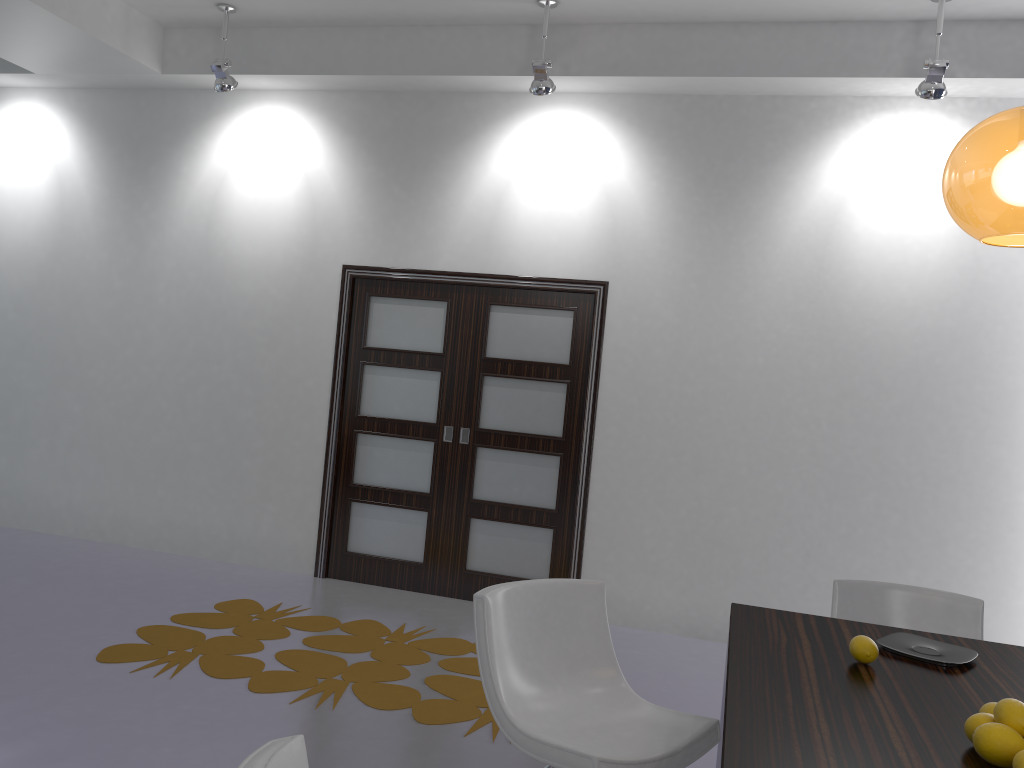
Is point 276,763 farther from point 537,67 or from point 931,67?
point 931,67

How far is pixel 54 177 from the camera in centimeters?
640cm

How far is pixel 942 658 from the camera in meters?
2.3

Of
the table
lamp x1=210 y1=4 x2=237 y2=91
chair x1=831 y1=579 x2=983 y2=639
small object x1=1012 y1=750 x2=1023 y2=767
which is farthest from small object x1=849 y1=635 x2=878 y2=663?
lamp x1=210 y1=4 x2=237 y2=91

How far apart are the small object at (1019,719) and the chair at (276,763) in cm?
131

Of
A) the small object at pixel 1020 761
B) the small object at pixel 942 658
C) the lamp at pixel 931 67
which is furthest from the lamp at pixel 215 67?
the small object at pixel 1020 761

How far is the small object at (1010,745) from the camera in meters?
1.6

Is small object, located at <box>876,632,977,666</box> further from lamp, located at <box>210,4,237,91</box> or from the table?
lamp, located at <box>210,4,237,91</box>

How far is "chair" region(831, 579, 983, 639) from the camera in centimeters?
315cm

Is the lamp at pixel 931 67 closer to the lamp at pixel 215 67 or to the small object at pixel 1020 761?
the small object at pixel 1020 761
